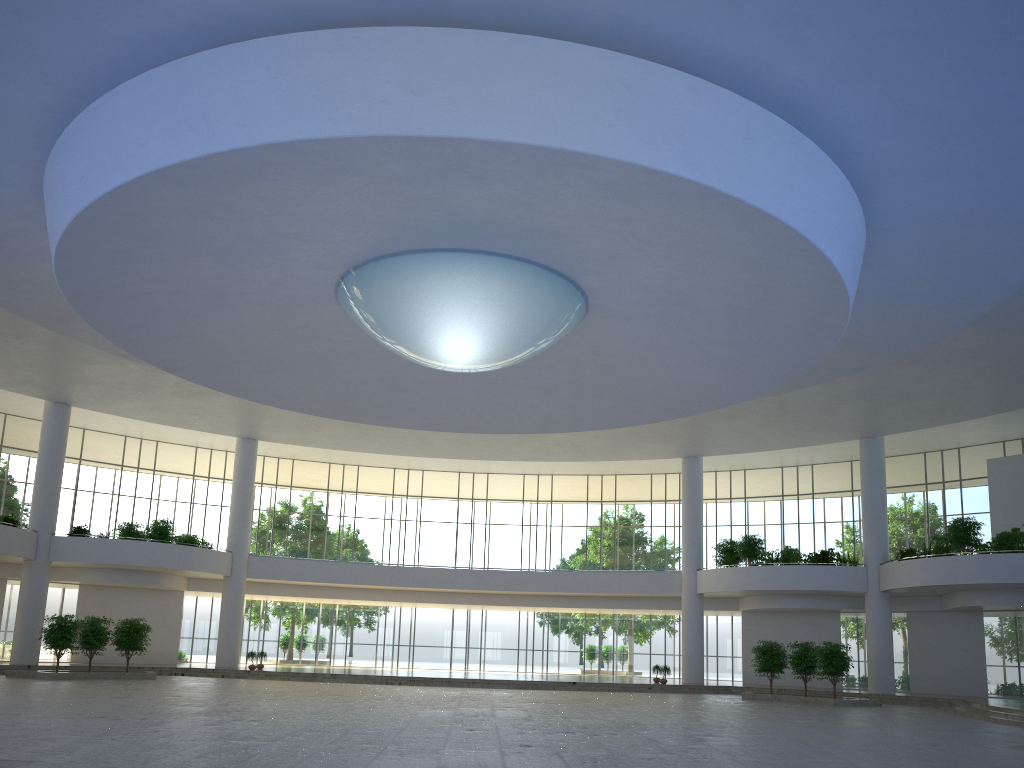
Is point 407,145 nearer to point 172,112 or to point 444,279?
point 172,112

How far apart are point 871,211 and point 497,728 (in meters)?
25.62
